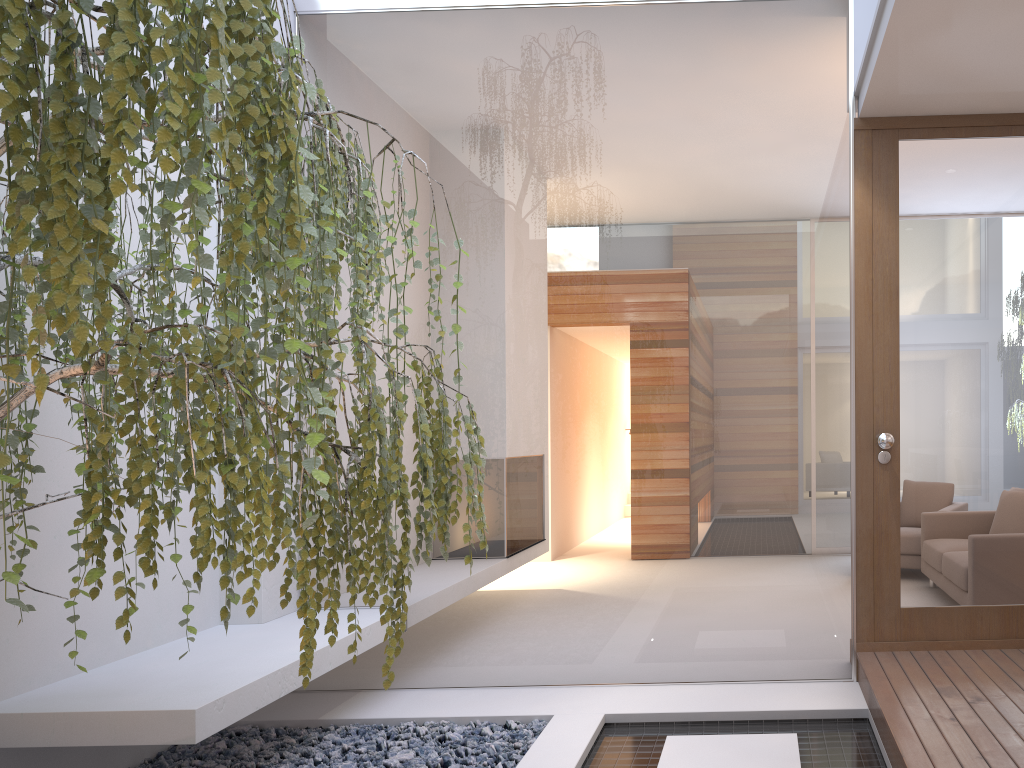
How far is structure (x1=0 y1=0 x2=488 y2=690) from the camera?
1.2 meters

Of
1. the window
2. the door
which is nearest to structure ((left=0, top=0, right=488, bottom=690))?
the window

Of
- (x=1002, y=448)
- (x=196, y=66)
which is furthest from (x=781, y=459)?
(x=196, y=66)

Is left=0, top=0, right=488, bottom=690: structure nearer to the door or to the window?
the window

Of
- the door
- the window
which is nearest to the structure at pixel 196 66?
the window

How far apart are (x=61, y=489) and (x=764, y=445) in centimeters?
277cm

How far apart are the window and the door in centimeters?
9cm

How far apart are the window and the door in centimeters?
9cm

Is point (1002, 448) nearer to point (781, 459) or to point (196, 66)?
point (781, 459)

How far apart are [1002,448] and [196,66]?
3.4m
